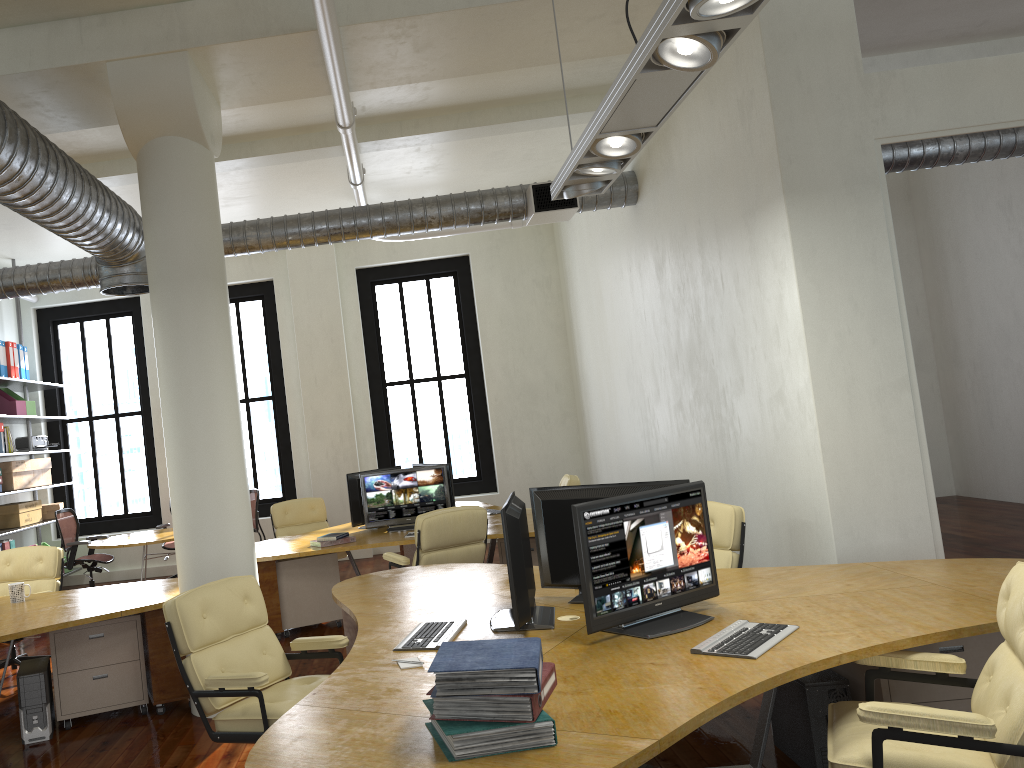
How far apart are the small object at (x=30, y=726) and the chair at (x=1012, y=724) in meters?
4.3

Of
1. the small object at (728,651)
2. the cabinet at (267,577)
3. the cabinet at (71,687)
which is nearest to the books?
the small object at (728,651)

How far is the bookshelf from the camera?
10.7 meters

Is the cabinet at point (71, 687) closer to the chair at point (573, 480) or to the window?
the chair at point (573, 480)

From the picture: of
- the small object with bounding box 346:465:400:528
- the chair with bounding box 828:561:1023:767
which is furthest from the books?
the small object with bounding box 346:465:400:528

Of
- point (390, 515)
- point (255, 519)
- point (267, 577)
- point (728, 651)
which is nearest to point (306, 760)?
point (728, 651)

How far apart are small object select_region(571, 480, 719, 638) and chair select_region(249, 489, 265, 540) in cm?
672

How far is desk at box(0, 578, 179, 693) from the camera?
5.3 meters

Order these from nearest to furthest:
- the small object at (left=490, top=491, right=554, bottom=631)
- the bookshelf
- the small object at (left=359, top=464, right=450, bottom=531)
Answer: the small object at (left=490, top=491, right=554, bottom=631) → the small object at (left=359, top=464, right=450, bottom=531) → the bookshelf

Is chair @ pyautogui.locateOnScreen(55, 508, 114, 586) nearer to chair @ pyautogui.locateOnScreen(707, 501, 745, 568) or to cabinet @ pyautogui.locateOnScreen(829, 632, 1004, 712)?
chair @ pyautogui.locateOnScreen(707, 501, 745, 568)
